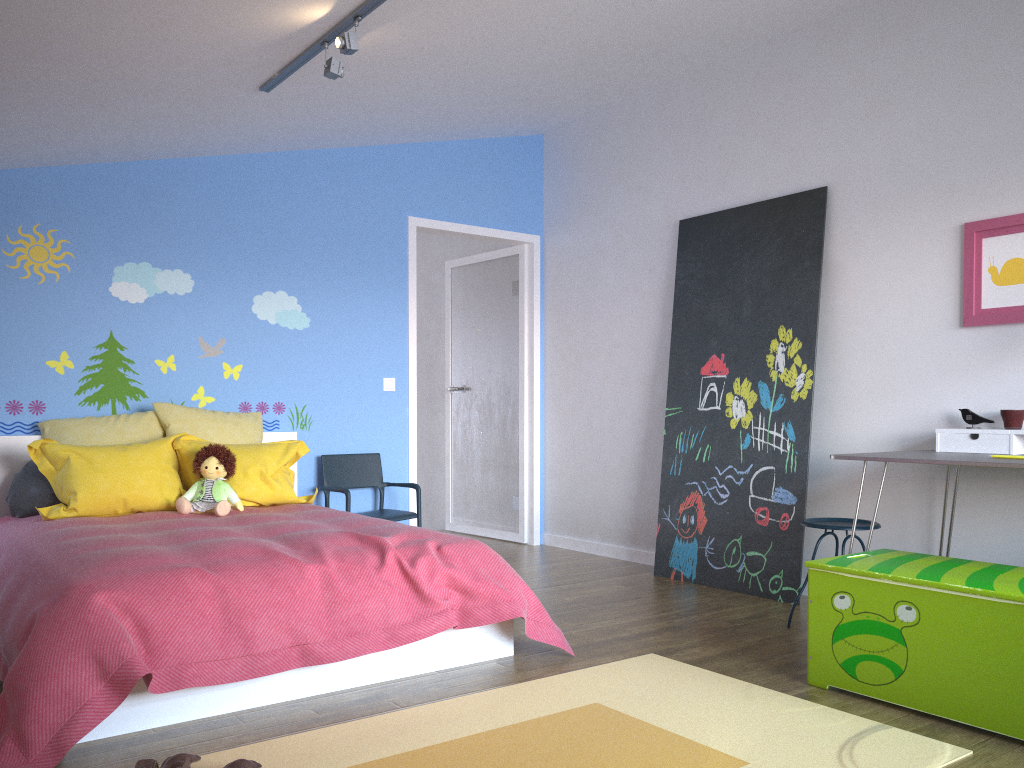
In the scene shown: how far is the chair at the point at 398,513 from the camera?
5.0 meters

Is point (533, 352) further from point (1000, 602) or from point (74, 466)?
point (1000, 602)

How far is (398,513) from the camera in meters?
5.0 m

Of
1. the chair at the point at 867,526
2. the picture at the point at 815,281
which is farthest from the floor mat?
the picture at the point at 815,281

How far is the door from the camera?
6.1 meters

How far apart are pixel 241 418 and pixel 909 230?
3.4m

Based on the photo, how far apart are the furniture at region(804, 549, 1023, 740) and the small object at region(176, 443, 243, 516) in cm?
241

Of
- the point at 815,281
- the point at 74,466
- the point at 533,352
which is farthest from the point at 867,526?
the point at 74,466

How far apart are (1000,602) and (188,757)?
2.1 meters

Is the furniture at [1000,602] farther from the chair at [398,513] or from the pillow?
the chair at [398,513]
